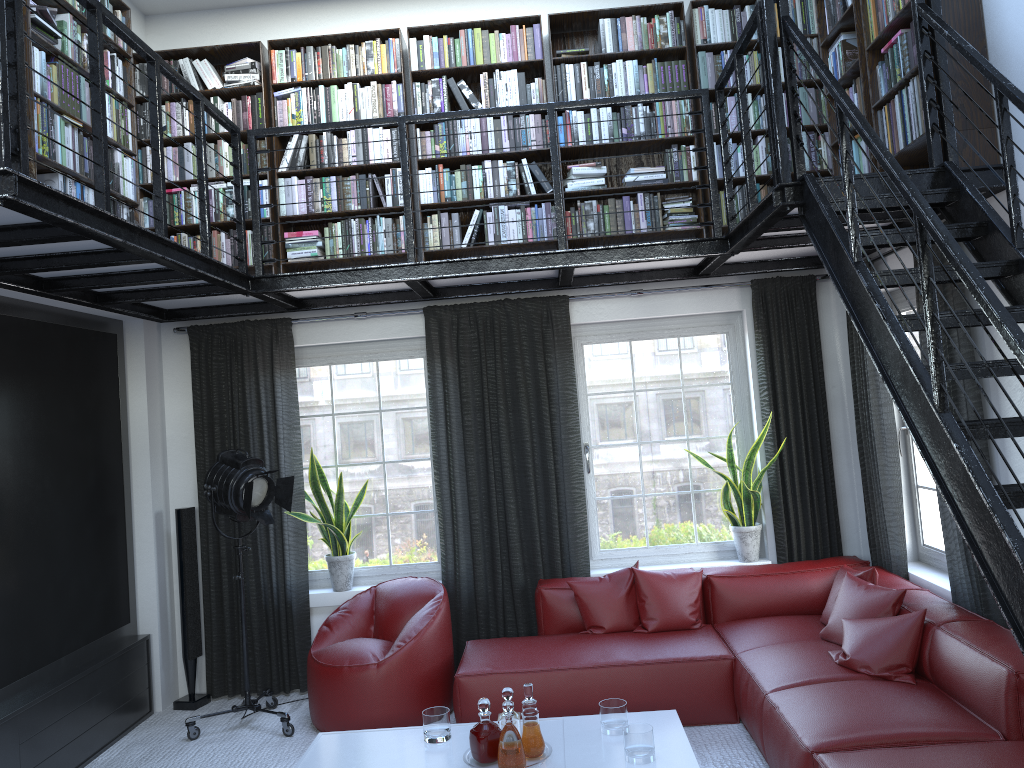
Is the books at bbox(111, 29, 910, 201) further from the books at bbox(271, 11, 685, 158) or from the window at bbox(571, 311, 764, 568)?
the window at bbox(571, 311, 764, 568)

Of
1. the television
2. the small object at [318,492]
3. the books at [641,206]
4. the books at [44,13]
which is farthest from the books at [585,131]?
the small object at [318,492]

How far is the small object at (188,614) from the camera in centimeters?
552cm

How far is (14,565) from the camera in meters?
4.3 m

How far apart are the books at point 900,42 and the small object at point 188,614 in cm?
194

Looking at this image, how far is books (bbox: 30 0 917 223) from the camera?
4.1 meters

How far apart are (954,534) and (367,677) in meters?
3.1 m

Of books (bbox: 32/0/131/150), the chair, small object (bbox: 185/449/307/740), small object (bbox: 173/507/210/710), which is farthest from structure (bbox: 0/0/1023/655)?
the chair

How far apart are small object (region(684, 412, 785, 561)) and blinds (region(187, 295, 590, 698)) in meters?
0.8

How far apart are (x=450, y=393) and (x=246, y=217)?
1.69m
